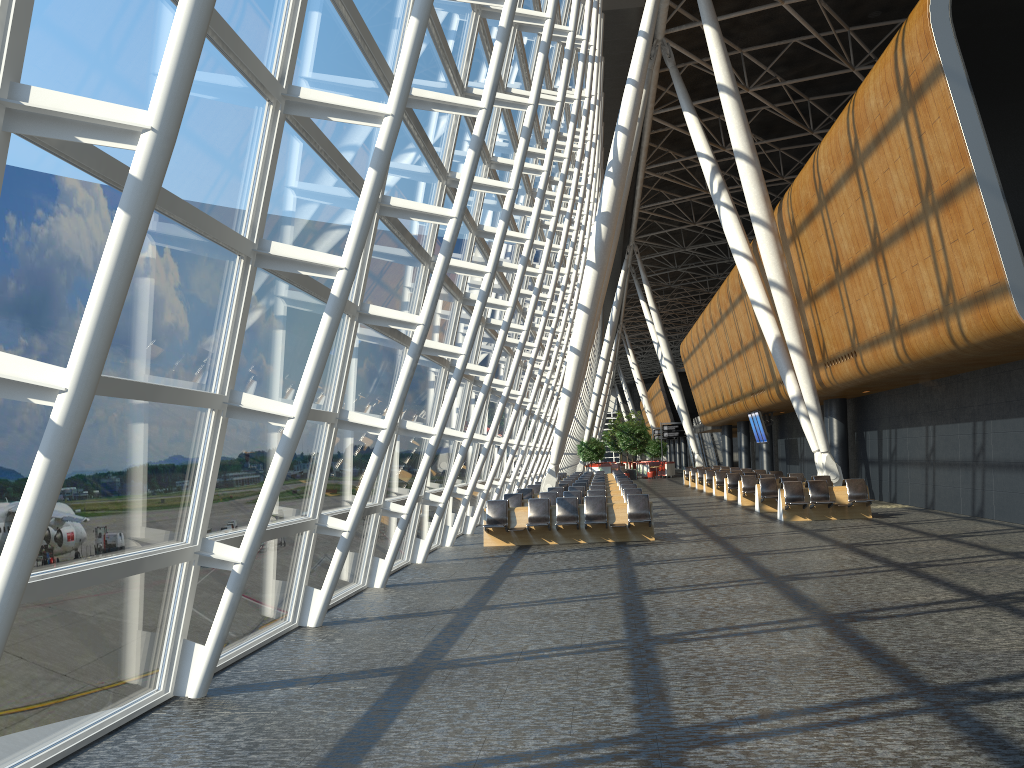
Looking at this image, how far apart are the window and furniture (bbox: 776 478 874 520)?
6.83m

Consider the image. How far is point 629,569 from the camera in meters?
12.4

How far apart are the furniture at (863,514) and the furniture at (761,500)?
2.0 meters

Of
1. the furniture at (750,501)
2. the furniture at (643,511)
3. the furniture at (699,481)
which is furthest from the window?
the furniture at (699,481)

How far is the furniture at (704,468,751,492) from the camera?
34.2m

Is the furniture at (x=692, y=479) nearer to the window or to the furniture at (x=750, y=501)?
the furniture at (x=750, y=501)

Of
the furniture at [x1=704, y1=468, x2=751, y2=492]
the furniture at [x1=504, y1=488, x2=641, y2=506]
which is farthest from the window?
the furniture at [x1=704, y1=468, x2=751, y2=492]

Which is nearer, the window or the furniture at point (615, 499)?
the window

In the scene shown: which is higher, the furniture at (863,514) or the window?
the window

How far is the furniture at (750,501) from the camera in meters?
25.3 m
